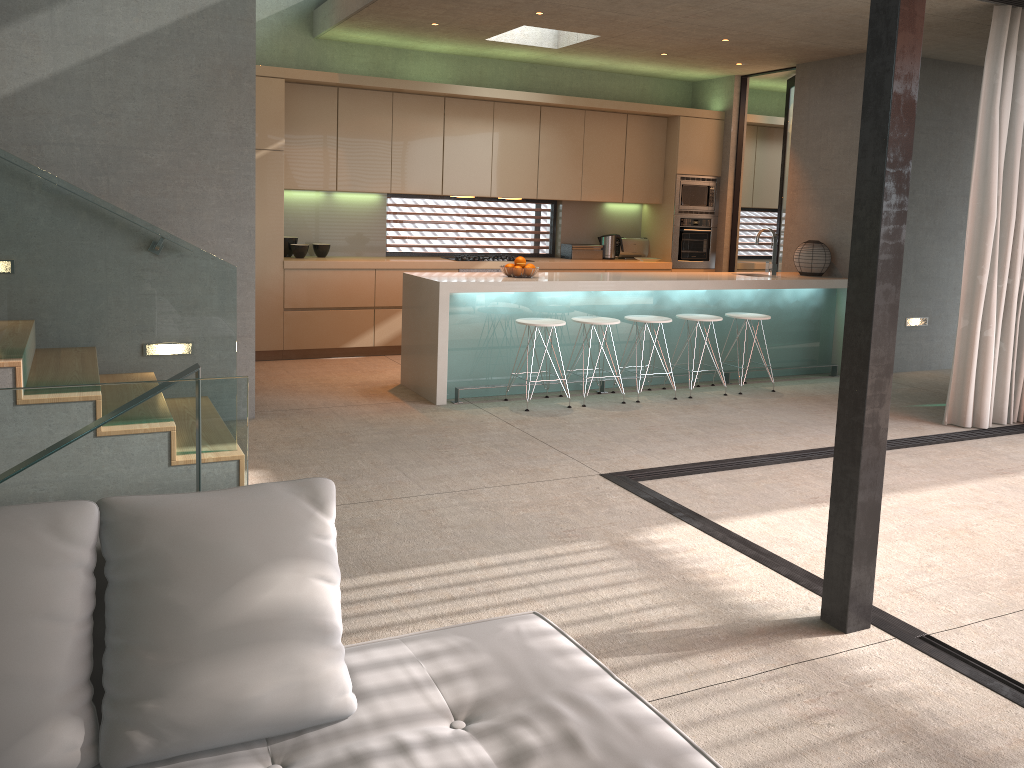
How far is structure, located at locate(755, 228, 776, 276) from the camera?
7.9 meters

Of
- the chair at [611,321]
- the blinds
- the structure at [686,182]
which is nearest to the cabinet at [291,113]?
the structure at [686,182]

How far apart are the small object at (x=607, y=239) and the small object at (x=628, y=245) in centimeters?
15cm

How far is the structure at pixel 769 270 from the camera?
7.9 meters

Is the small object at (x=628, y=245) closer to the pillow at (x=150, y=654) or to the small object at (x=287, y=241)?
the small object at (x=287, y=241)

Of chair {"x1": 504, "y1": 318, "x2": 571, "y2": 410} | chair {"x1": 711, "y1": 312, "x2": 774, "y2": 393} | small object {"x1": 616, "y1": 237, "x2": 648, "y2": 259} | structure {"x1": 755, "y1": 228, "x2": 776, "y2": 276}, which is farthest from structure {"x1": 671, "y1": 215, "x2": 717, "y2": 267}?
chair {"x1": 504, "y1": 318, "x2": 571, "y2": 410}

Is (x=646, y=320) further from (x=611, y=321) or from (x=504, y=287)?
(x=504, y=287)

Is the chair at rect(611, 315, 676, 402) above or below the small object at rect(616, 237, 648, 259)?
below

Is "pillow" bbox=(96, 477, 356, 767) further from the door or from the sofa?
the door

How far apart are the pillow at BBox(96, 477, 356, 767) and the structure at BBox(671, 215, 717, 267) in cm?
813
